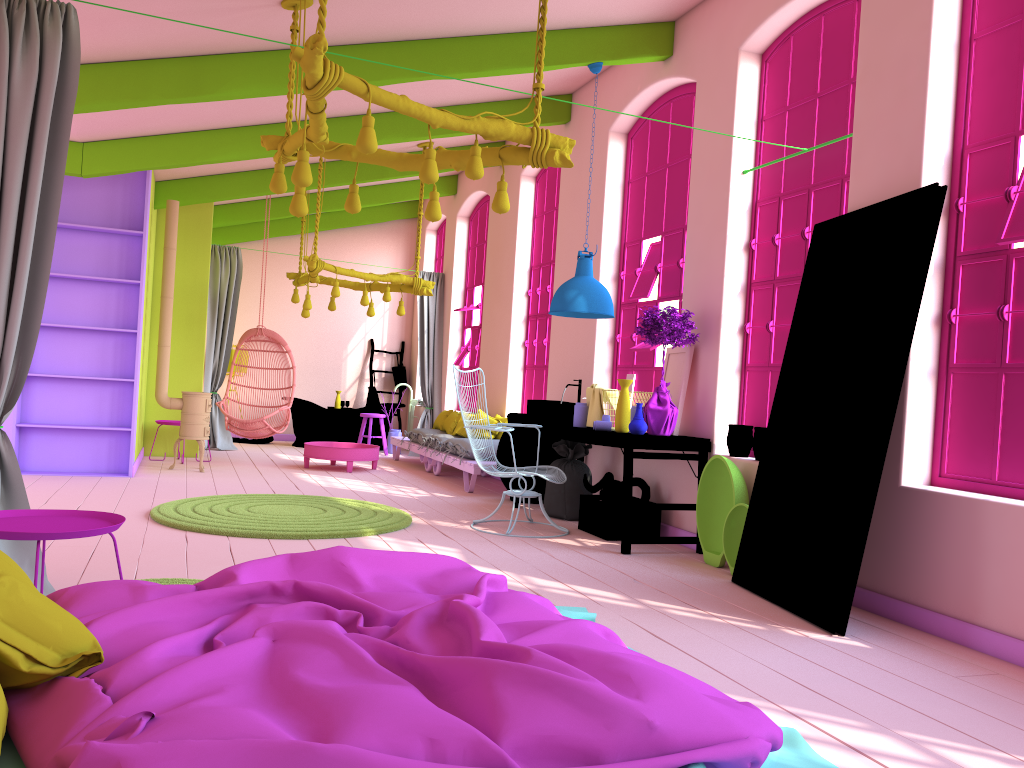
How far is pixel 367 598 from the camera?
2.7 meters

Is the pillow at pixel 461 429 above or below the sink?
below

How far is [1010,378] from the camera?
4.3m

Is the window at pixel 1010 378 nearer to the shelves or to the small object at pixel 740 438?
the small object at pixel 740 438

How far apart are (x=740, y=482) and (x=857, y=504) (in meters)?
1.44

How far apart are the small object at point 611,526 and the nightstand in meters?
3.7

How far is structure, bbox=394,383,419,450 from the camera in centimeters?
1385cm

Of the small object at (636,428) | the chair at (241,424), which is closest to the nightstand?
the small object at (636,428)

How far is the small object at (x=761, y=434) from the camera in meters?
5.8

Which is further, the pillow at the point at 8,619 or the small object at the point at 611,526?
the small object at the point at 611,526
